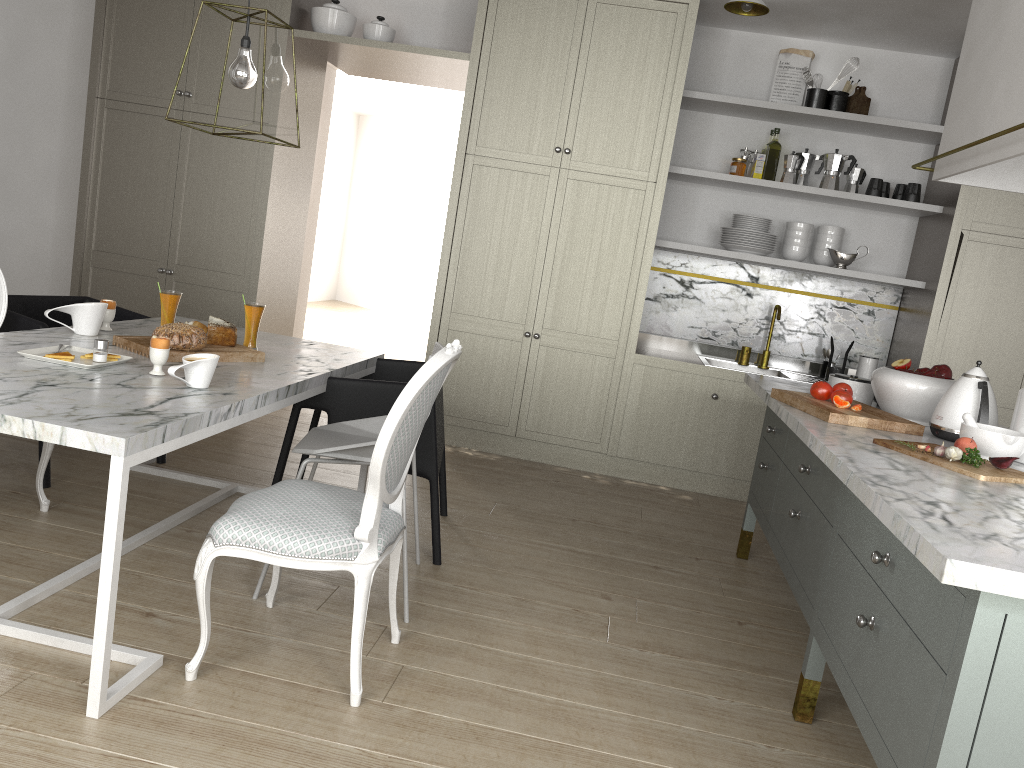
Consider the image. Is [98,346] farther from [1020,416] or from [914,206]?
[914,206]

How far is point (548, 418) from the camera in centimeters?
456cm

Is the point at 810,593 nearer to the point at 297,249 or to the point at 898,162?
the point at 898,162

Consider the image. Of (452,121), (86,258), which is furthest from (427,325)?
(86,258)

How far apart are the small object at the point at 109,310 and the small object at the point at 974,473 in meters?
2.3

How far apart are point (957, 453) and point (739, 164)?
2.8 meters

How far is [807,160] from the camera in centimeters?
453cm

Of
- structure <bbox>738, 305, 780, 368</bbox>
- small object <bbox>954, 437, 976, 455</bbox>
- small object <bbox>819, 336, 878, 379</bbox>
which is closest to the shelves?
structure <bbox>738, 305, 780, 368</bbox>

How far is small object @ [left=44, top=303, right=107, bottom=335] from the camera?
2.71m

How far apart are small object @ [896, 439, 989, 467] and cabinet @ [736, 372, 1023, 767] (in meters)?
0.10
